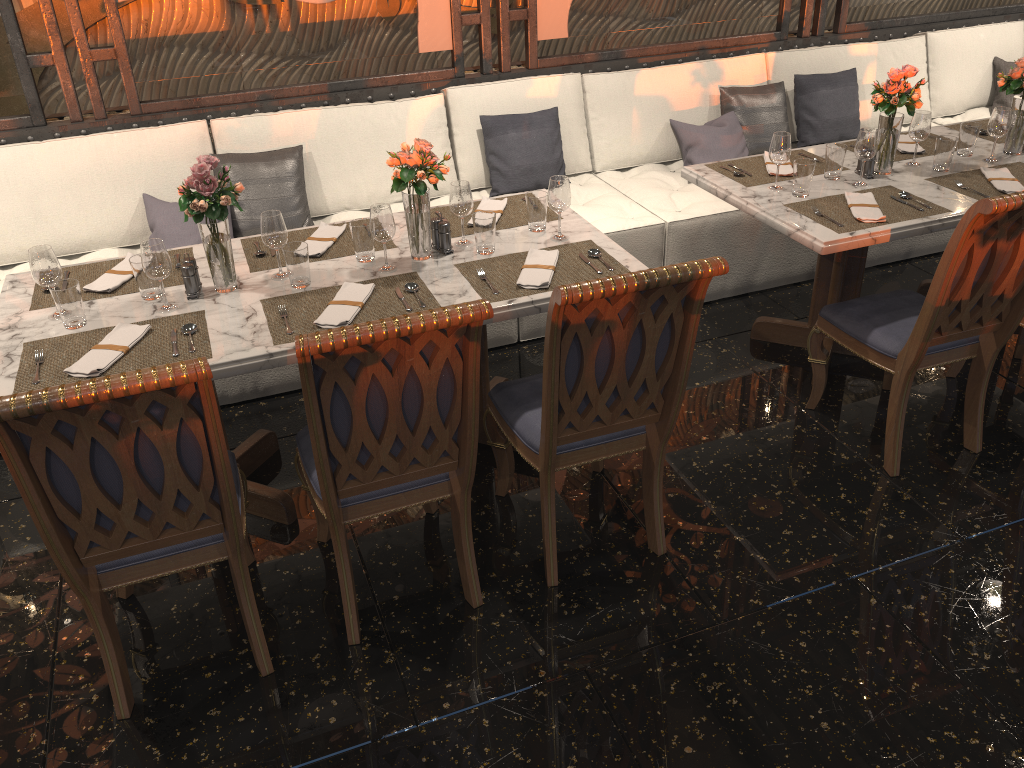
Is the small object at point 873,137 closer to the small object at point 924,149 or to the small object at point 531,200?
the small object at point 924,149

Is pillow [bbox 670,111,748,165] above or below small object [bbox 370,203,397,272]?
below

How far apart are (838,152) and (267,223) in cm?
215

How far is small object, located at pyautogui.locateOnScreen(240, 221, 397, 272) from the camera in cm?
295

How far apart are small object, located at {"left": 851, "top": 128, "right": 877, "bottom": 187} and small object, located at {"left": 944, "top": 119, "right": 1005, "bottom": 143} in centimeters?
94cm

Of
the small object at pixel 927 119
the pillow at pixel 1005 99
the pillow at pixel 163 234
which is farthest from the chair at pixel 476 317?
the pillow at pixel 1005 99

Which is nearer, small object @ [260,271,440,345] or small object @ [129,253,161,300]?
small object @ [260,271,440,345]

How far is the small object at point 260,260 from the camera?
2.95m

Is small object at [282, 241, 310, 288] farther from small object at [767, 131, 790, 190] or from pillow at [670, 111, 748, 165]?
pillow at [670, 111, 748, 165]

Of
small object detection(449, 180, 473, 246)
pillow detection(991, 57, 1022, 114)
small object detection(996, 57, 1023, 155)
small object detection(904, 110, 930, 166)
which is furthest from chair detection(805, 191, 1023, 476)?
pillow detection(991, 57, 1022, 114)
